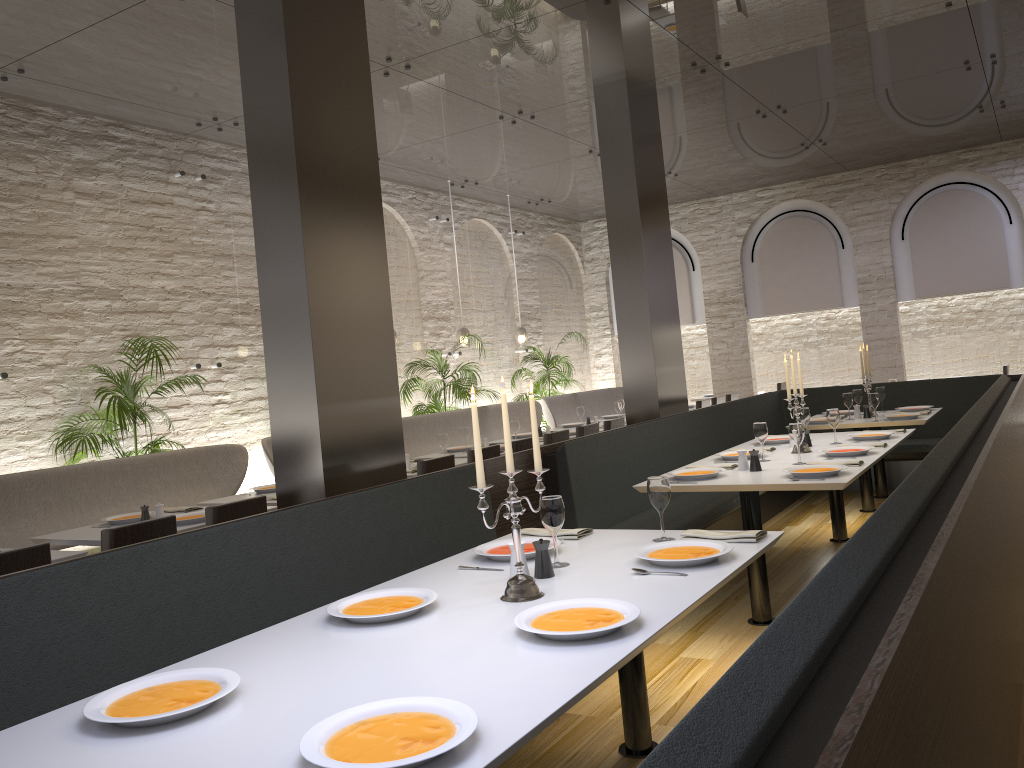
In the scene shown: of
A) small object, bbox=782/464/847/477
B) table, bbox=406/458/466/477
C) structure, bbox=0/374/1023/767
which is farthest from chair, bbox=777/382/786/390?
small object, bbox=782/464/847/477

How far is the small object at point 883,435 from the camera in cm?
583

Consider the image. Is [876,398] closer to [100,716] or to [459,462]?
[459,462]

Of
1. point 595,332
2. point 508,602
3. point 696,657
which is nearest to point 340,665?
point 508,602

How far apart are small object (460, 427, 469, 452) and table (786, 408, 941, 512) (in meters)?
3.19

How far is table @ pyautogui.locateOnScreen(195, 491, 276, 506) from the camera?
5.9m

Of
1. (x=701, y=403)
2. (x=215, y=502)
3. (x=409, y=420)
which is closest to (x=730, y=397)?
(x=701, y=403)

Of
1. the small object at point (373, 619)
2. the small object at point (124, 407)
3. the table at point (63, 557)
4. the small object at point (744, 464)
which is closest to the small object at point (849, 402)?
the small object at point (744, 464)

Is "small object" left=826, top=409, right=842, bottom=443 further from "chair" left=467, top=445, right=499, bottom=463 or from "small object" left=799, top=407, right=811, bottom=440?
"chair" left=467, top=445, right=499, bottom=463

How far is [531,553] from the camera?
3.1 meters
